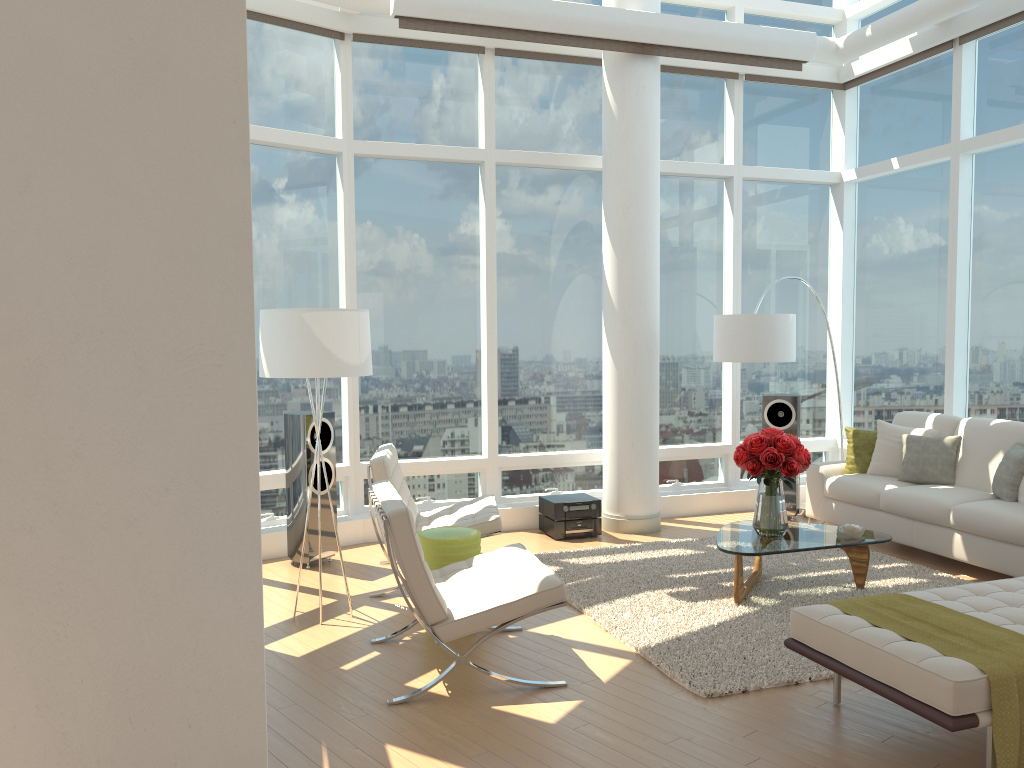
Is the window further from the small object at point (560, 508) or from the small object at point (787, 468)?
the small object at point (787, 468)

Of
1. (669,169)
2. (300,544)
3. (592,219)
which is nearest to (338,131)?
(592,219)

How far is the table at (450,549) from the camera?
5.24m

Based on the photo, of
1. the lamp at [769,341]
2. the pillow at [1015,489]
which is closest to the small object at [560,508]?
the lamp at [769,341]

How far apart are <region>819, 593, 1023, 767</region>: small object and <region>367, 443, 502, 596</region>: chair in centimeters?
245cm

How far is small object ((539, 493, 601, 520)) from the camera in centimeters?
749cm

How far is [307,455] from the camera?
6.58m

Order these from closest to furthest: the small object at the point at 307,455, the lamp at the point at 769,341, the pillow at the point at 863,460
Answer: the small object at the point at 307,455 → the lamp at the point at 769,341 → the pillow at the point at 863,460

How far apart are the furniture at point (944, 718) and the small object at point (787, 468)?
1.4m

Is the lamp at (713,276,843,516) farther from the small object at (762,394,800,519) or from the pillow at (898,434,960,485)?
the pillow at (898,434,960,485)
